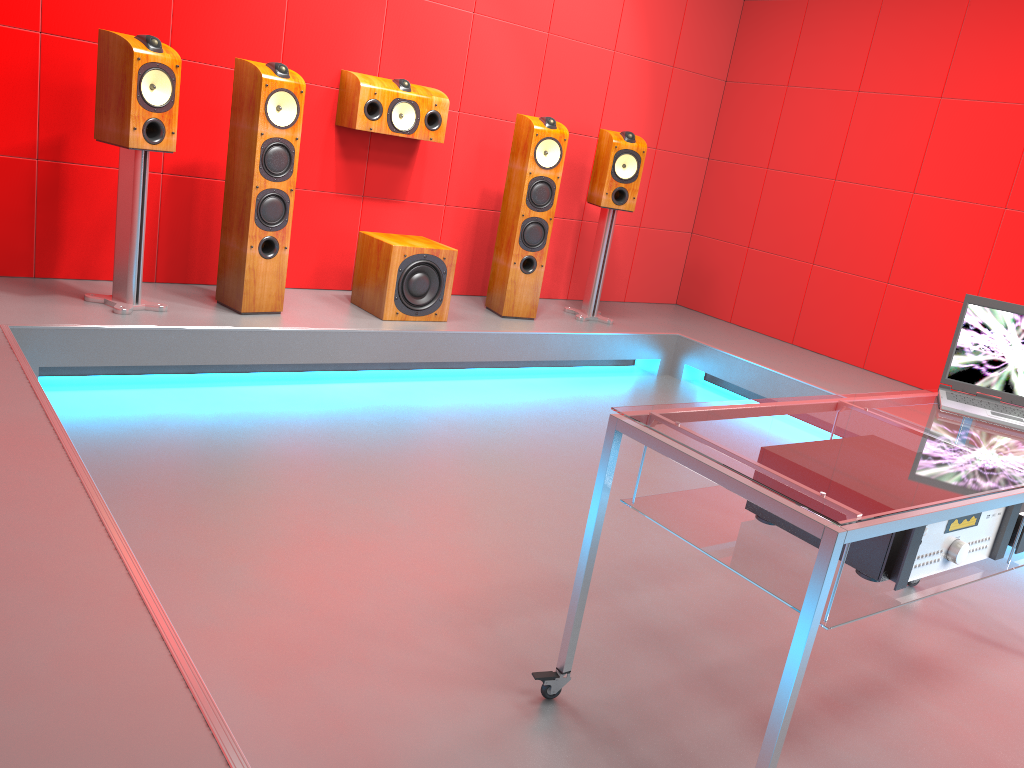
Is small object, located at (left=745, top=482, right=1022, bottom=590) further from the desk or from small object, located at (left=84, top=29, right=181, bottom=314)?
small object, located at (left=84, top=29, right=181, bottom=314)

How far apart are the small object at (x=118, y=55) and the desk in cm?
240

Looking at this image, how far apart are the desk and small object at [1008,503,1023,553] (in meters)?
0.03

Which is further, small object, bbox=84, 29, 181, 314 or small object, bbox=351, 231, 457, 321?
small object, bbox=351, 231, 457, 321

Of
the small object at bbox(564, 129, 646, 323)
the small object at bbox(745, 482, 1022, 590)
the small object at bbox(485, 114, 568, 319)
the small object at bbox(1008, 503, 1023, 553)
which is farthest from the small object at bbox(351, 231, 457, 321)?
the small object at bbox(1008, 503, 1023, 553)

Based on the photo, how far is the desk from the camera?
1.5m

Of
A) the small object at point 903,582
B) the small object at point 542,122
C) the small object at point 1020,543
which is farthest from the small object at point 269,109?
the small object at point 1020,543

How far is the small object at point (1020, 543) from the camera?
1.9m

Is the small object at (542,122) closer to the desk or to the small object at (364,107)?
the small object at (364,107)

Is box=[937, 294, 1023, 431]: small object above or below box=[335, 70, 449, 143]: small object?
below
